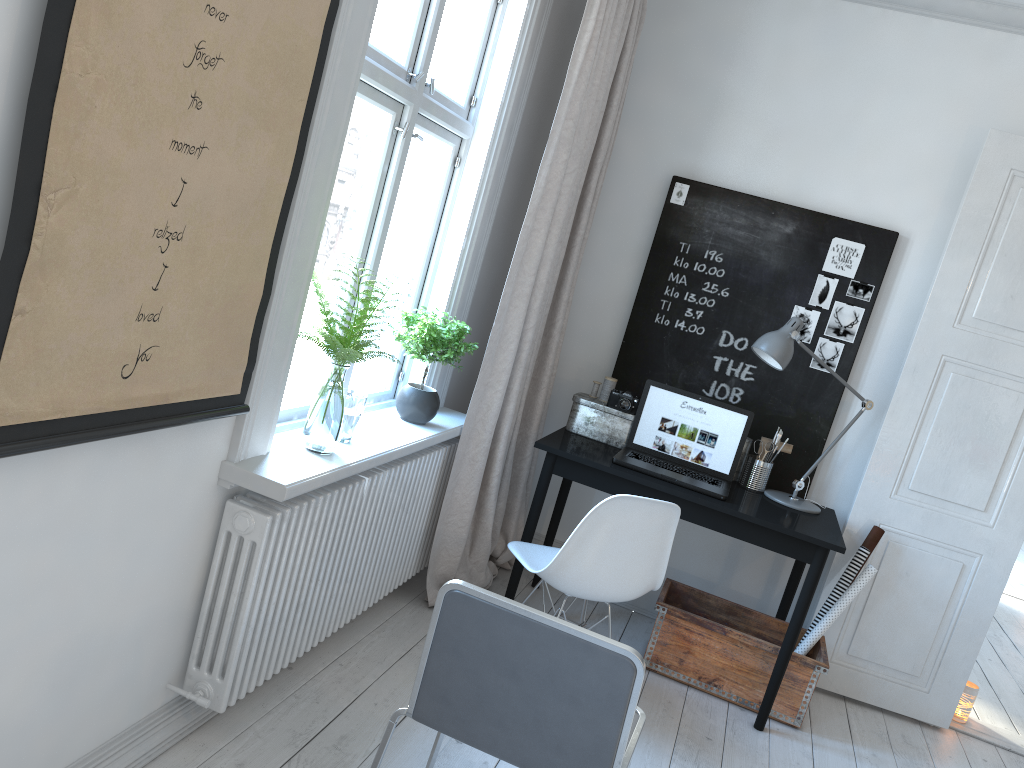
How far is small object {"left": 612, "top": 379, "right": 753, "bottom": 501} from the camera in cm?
339

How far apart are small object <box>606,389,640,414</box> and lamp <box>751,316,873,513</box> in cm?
52

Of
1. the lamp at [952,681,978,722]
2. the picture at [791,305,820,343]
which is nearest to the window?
the picture at [791,305,820,343]

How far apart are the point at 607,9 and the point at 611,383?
1.5 meters

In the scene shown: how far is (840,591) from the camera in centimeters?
348cm

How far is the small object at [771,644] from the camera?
3.3 meters

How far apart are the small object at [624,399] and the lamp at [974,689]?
1.9 meters

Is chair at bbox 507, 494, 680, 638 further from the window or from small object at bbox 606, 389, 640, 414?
small object at bbox 606, 389, 640, 414

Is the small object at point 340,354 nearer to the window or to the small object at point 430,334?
the window

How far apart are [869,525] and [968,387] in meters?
0.7
